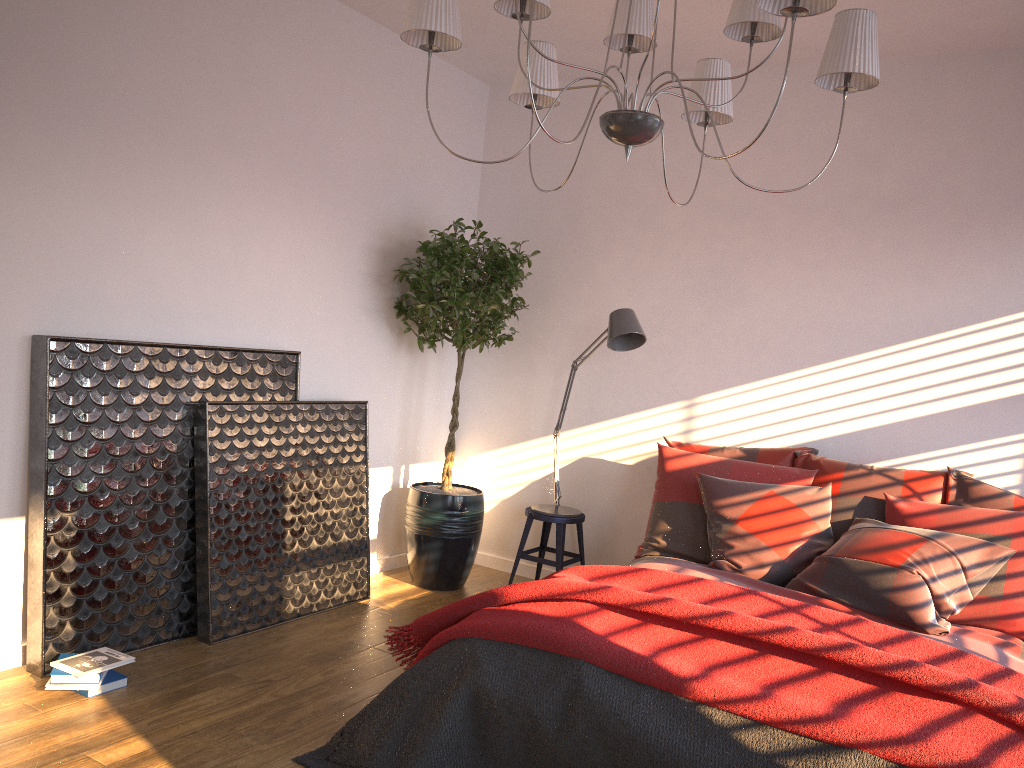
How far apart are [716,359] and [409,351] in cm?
172

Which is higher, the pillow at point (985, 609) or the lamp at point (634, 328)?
the lamp at point (634, 328)

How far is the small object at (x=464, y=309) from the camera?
4.52m

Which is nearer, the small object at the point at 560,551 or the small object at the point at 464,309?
the small object at the point at 464,309

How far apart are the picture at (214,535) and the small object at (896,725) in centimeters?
91cm

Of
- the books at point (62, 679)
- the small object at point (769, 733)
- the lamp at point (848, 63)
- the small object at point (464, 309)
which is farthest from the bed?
the books at point (62, 679)

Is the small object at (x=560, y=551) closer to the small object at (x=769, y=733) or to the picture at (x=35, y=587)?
the picture at (x=35, y=587)

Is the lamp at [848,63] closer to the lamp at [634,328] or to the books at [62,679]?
the lamp at [634,328]

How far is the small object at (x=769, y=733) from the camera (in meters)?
2.33

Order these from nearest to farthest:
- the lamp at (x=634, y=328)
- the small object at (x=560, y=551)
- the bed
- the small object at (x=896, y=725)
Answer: the small object at (x=896, y=725) < the bed < the lamp at (x=634, y=328) < the small object at (x=560, y=551)
